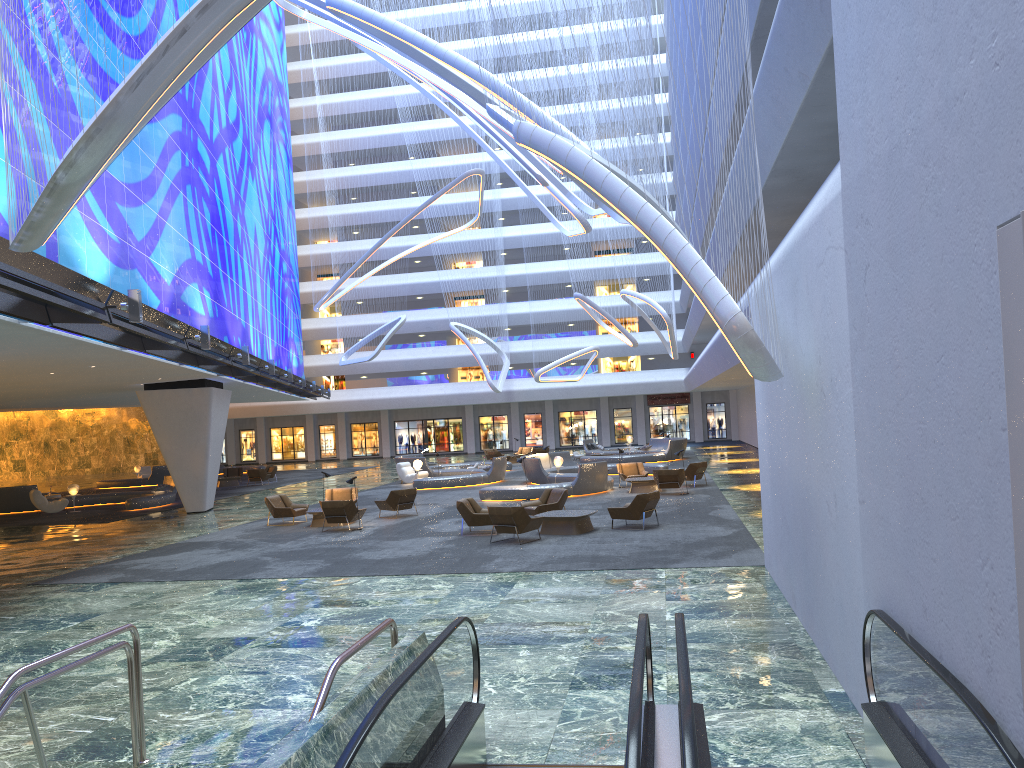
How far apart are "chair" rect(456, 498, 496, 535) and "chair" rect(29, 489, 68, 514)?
18.9m

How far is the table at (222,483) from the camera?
40.67m

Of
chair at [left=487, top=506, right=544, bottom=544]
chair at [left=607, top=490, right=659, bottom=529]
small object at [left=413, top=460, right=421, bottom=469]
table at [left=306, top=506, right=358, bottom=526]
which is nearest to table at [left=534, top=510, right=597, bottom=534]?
chair at [left=607, top=490, right=659, bottom=529]

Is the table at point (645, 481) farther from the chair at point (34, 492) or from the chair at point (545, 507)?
the chair at point (34, 492)

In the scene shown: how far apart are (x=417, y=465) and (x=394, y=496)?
11.88m

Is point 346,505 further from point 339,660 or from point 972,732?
point 972,732

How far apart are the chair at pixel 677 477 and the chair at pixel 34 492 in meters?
20.9

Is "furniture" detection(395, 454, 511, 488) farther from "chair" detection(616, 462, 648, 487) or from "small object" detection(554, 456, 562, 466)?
"chair" detection(616, 462, 648, 487)

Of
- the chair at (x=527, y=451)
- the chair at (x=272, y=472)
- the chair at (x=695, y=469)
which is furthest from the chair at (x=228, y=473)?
the chair at (x=695, y=469)

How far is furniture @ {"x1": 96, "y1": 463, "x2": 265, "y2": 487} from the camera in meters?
44.3
